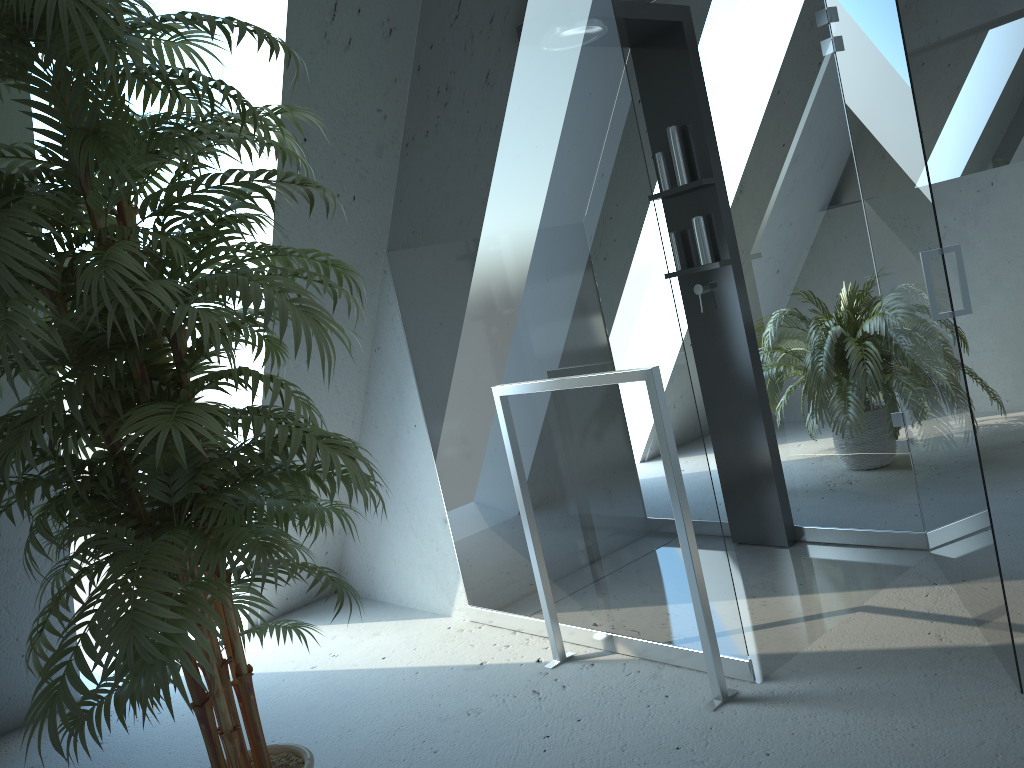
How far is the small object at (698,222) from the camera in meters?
3.2

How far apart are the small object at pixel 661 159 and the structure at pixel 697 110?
0.0m

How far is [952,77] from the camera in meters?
4.5

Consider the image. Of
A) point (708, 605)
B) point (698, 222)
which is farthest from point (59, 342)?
point (698, 222)

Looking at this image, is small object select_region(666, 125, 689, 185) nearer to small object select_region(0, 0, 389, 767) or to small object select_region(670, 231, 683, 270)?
small object select_region(670, 231, 683, 270)

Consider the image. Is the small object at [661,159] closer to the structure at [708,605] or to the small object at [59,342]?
the structure at [708,605]

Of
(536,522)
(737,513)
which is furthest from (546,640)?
(737,513)

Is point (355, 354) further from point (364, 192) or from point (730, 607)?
point (730, 607)

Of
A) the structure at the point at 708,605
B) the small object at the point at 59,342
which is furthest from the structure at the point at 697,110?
the small object at the point at 59,342

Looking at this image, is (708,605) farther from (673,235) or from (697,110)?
(697,110)
